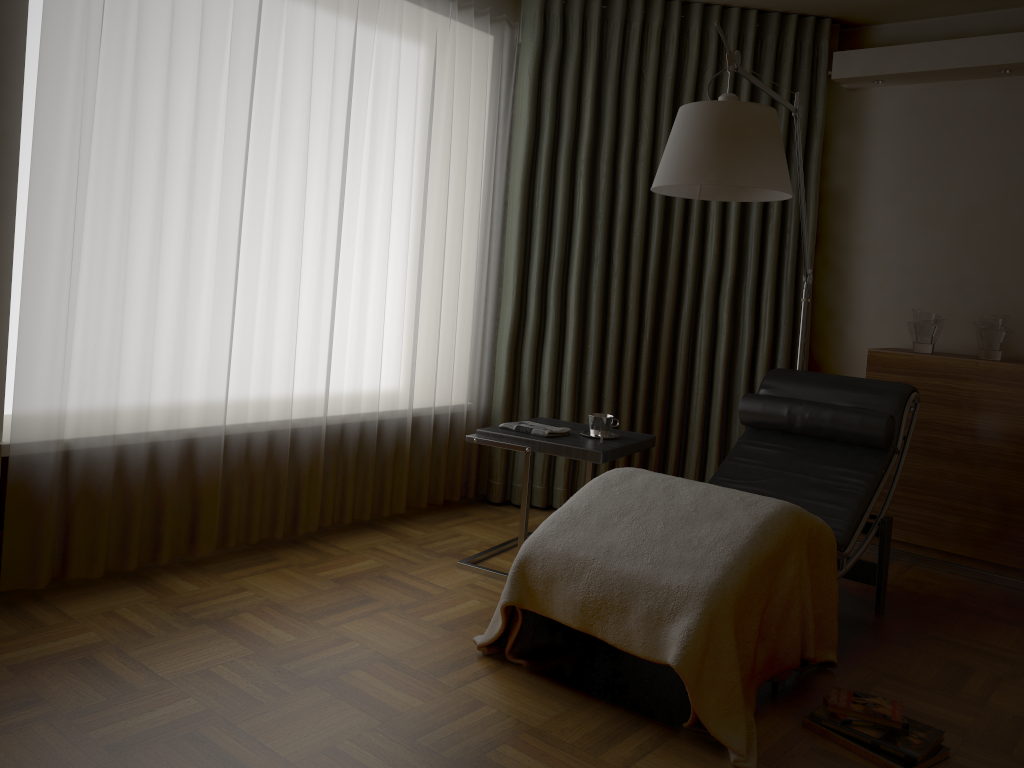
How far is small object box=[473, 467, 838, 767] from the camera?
2.17m

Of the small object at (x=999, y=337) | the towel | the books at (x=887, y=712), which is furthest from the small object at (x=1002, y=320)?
the books at (x=887, y=712)

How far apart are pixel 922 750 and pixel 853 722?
0.2m

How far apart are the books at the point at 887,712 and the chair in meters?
0.2

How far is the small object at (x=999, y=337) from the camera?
3.7 meters

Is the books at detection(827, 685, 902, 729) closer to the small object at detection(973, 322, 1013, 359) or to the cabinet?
the cabinet

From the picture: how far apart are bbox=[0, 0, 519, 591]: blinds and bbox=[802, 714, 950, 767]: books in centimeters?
199cm

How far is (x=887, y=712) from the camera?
2.3 meters

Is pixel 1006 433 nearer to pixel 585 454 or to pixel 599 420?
pixel 599 420

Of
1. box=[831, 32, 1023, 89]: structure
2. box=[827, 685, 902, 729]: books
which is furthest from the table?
box=[831, 32, 1023, 89]: structure
